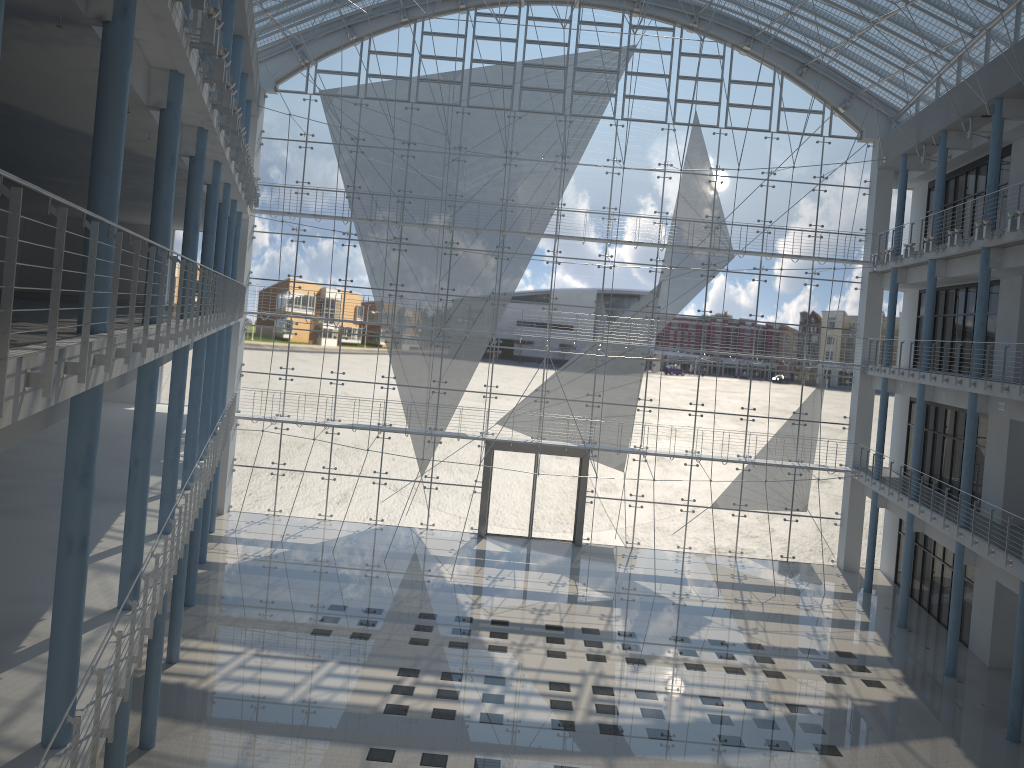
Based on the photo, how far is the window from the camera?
4.49m

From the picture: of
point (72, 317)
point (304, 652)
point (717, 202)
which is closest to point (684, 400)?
point (717, 202)

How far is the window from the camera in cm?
449
